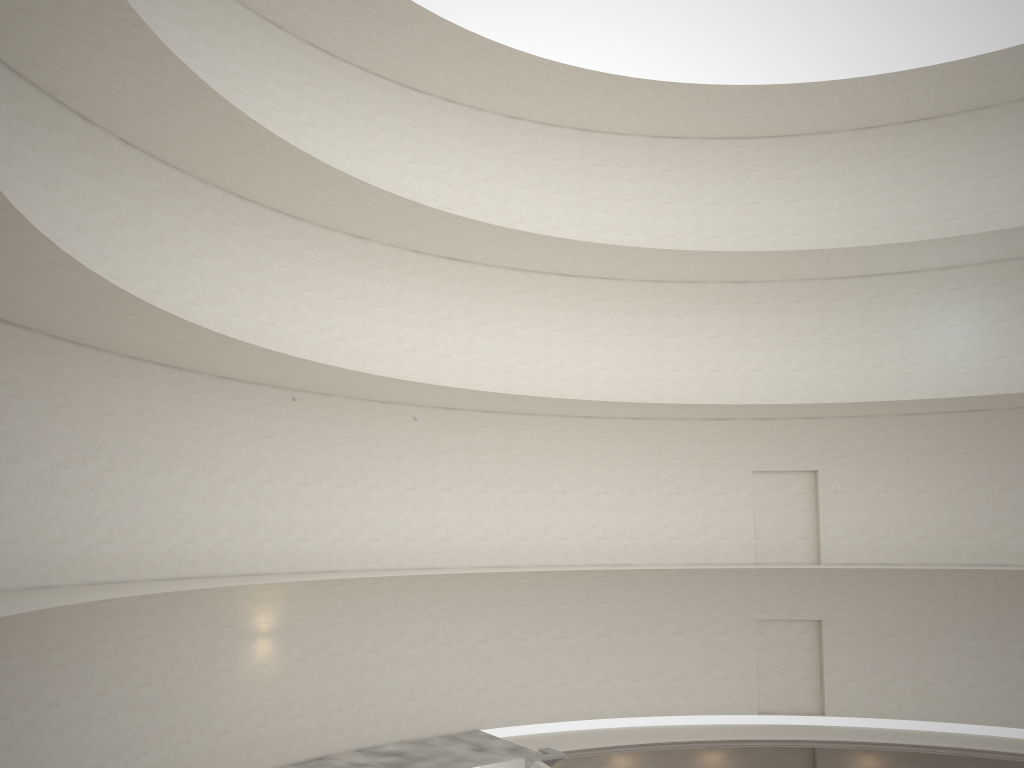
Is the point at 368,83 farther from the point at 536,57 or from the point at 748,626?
the point at 748,626

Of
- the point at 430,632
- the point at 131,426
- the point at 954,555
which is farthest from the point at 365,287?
the point at 954,555

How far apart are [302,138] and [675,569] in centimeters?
1510cm
